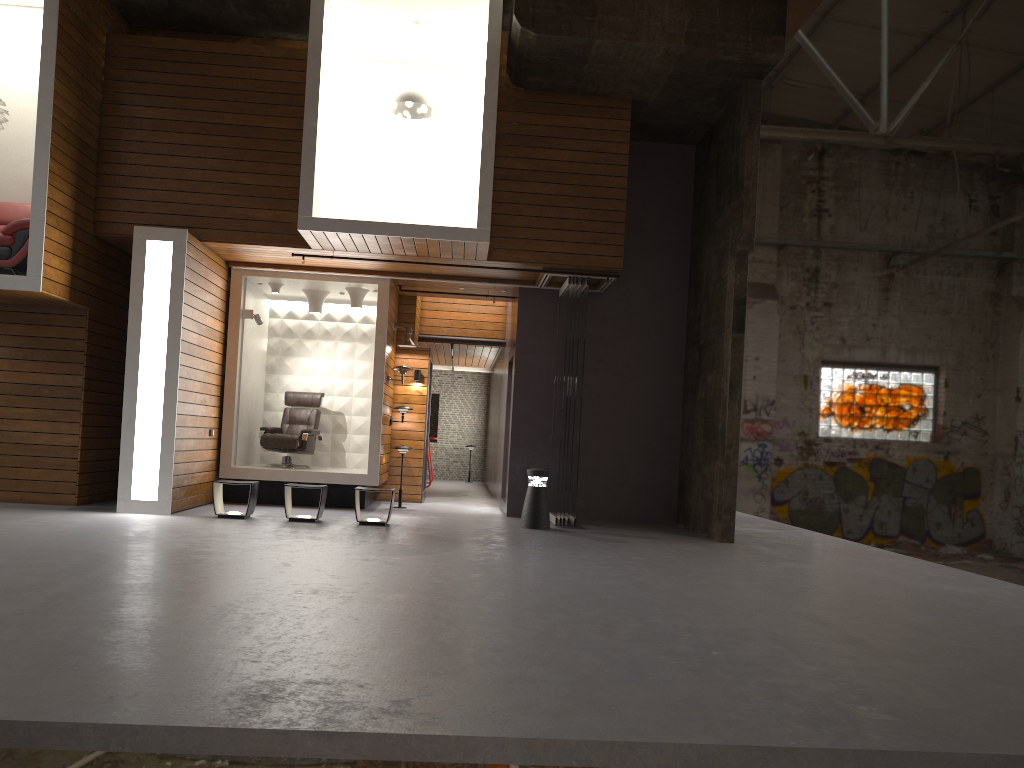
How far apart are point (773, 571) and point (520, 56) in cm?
599

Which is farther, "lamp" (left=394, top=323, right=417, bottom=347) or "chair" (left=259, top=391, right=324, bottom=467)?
"lamp" (left=394, top=323, right=417, bottom=347)

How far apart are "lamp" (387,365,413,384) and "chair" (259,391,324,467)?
1.45m

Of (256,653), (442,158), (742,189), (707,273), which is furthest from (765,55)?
(256,653)

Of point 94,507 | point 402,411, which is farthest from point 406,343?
point 94,507

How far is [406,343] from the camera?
12.6 meters

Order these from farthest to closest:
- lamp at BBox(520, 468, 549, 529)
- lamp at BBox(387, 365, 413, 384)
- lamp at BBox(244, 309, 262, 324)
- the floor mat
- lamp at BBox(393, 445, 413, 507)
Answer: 1. lamp at BBox(393, 445, 413, 507)
2. lamp at BBox(387, 365, 413, 384)
3. lamp at BBox(244, 309, 262, 324)
4. lamp at BBox(520, 468, 549, 529)
5. the floor mat

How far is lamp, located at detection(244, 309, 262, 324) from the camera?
11.5 meters

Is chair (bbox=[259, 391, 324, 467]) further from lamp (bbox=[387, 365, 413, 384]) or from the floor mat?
the floor mat

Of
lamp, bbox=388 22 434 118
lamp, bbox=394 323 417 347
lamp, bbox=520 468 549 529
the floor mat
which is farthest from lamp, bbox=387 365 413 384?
the floor mat
